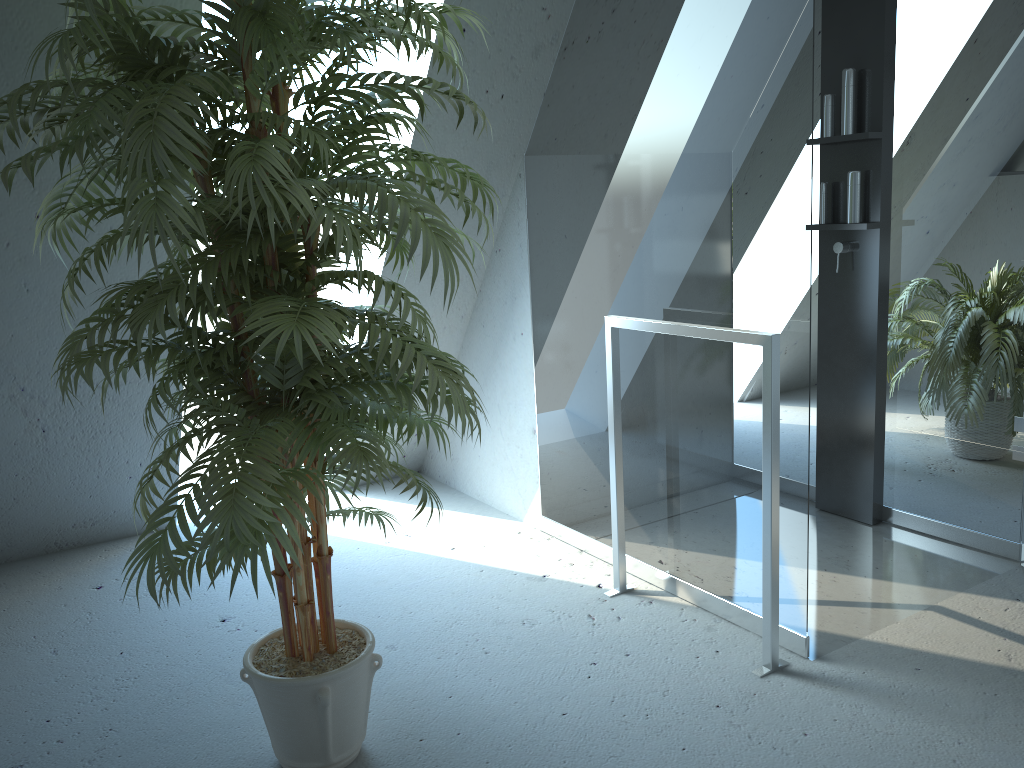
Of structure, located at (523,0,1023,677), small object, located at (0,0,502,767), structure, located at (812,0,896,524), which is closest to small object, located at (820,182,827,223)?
structure, located at (812,0,896,524)

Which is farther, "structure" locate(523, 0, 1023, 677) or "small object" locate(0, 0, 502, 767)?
"structure" locate(523, 0, 1023, 677)

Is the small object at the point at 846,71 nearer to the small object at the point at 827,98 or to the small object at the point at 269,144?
the small object at the point at 827,98

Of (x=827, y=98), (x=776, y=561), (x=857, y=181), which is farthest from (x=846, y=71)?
(x=776, y=561)

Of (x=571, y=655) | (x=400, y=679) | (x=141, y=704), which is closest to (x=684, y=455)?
(x=571, y=655)

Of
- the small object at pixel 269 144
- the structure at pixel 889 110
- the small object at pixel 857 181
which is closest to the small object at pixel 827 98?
the structure at pixel 889 110

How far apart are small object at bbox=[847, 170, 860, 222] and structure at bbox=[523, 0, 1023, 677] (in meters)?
0.13

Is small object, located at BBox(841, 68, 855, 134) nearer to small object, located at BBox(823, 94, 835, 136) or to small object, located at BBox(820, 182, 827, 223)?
small object, located at BBox(823, 94, 835, 136)

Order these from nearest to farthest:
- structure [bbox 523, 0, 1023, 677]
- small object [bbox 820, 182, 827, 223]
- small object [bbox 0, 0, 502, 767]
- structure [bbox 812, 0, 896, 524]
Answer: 1. small object [bbox 0, 0, 502, 767]
2. structure [bbox 523, 0, 1023, 677]
3. structure [bbox 812, 0, 896, 524]
4. small object [bbox 820, 182, 827, 223]

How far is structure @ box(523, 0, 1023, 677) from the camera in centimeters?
219cm
